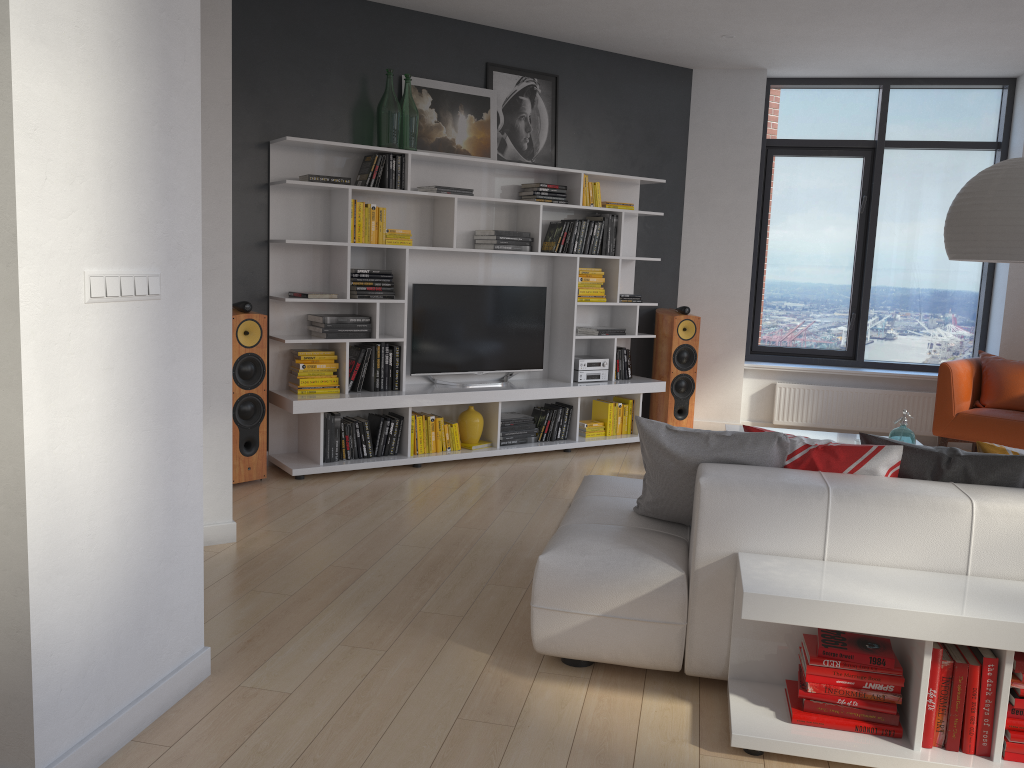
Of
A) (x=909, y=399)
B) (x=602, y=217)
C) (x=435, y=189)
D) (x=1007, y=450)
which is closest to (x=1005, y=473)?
(x=1007, y=450)

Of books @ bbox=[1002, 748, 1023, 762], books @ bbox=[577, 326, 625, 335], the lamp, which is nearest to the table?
the lamp

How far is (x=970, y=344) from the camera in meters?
7.5 m

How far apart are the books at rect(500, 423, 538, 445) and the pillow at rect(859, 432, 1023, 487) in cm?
342

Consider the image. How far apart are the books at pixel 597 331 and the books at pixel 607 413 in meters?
0.6 m

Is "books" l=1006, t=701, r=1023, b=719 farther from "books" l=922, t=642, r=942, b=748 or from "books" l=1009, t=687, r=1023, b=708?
"books" l=922, t=642, r=942, b=748

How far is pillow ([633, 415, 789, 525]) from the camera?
3.0m

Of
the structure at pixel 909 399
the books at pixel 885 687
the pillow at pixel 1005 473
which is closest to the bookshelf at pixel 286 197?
the structure at pixel 909 399

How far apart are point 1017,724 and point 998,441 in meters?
4.2

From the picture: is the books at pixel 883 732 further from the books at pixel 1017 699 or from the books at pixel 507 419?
the books at pixel 507 419
